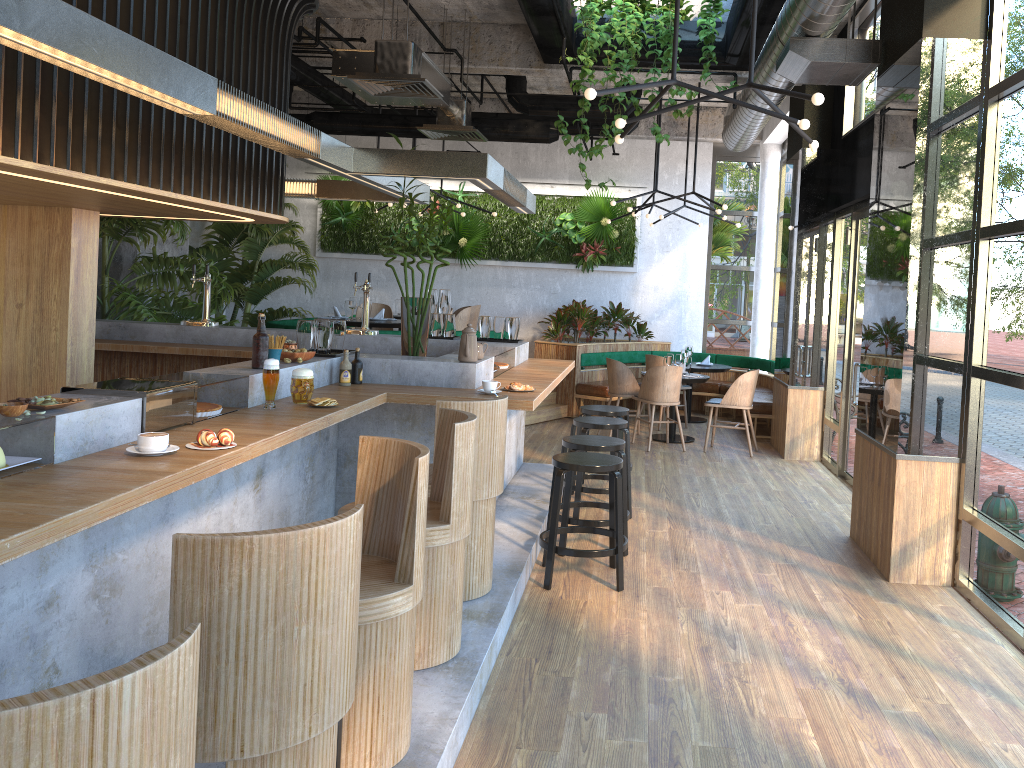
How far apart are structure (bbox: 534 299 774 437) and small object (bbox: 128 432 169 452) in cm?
→ 819

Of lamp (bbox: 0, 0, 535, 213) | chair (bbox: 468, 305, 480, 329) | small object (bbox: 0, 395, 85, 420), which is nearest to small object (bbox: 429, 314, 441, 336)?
lamp (bbox: 0, 0, 535, 213)

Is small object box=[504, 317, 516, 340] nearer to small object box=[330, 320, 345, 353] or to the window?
small object box=[330, 320, 345, 353]

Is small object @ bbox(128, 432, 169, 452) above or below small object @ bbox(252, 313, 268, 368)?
below

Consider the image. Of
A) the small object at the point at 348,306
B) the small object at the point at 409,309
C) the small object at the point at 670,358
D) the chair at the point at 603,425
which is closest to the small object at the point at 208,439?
the small object at the point at 409,309

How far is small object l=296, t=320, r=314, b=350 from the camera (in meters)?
5.22

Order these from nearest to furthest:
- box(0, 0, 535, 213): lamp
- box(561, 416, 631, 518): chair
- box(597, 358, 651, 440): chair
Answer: box(0, 0, 535, 213): lamp
box(561, 416, 631, 518): chair
box(597, 358, 651, 440): chair

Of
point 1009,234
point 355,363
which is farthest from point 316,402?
point 1009,234

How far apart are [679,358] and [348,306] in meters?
3.7

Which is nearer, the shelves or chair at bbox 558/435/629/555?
the shelves
